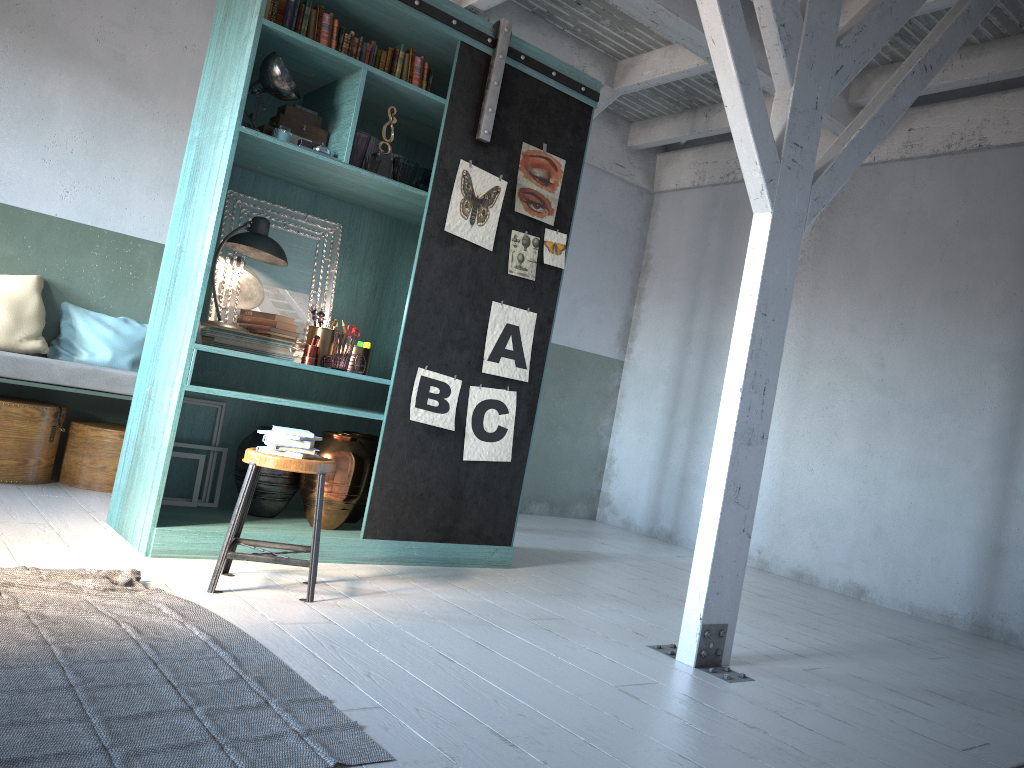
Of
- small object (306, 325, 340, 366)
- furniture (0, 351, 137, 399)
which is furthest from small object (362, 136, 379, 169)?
furniture (0, 351, 137, 399)

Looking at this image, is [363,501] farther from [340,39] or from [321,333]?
[340,39]

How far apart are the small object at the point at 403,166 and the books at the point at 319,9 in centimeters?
95cm

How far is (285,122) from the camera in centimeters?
516cm

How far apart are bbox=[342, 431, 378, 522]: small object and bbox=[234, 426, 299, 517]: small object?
0.44m

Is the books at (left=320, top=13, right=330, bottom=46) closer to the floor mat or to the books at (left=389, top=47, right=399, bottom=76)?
the books at (left=389, top=47, right=399, bottom=76)

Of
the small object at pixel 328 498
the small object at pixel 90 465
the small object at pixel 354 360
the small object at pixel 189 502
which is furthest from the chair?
the small object at pixel 90 465

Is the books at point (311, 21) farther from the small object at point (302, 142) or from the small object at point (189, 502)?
the small object at point (189, 502)

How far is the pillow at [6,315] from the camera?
6.4 meters

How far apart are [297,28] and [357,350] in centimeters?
193cm
